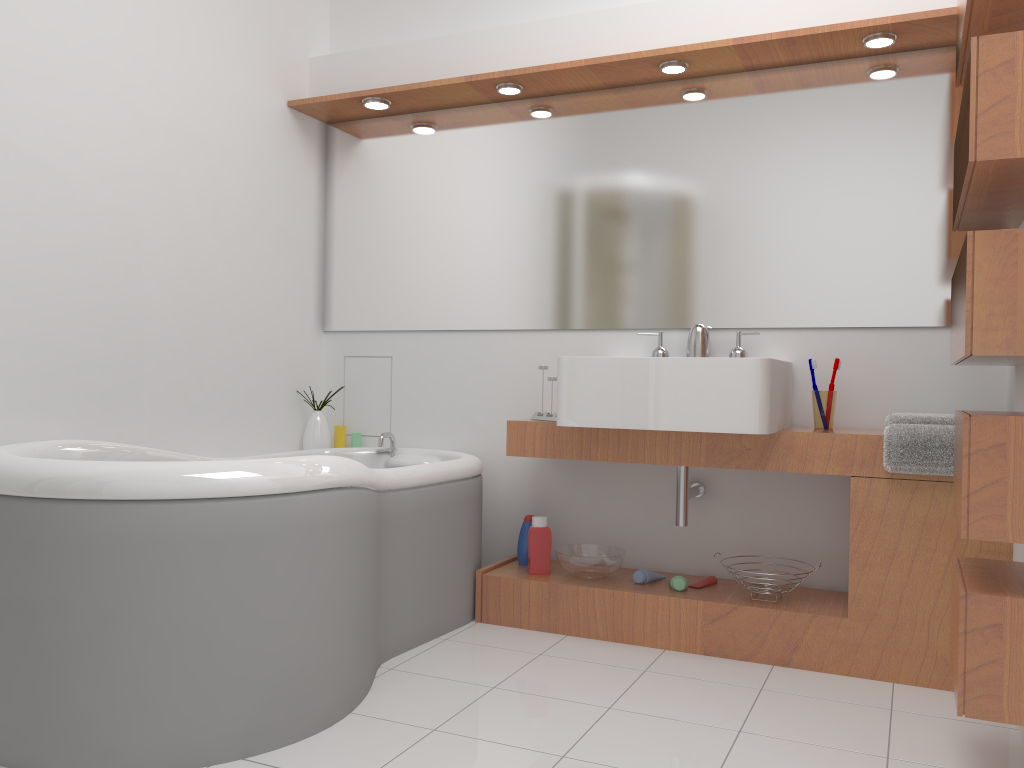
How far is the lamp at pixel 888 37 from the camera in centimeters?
270cm

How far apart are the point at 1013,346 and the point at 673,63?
1.7 meters

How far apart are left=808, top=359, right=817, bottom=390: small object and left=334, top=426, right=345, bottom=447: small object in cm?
191

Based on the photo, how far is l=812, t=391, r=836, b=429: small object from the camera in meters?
2.8

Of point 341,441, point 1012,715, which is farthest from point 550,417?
point 1012,715

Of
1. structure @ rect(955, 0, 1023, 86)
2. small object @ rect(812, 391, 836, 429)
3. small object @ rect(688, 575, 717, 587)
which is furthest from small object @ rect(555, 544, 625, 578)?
structure @ rect(955, 0, 1023, 86)

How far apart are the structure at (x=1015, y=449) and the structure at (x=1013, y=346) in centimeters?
12cm

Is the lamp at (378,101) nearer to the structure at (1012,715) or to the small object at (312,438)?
the small object at (312,438)

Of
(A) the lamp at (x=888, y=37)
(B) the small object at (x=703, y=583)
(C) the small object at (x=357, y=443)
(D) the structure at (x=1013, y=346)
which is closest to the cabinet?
(B) the small object at (x=703, y=583)

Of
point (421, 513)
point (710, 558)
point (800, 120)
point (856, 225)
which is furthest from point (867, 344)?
point (421, 513)
